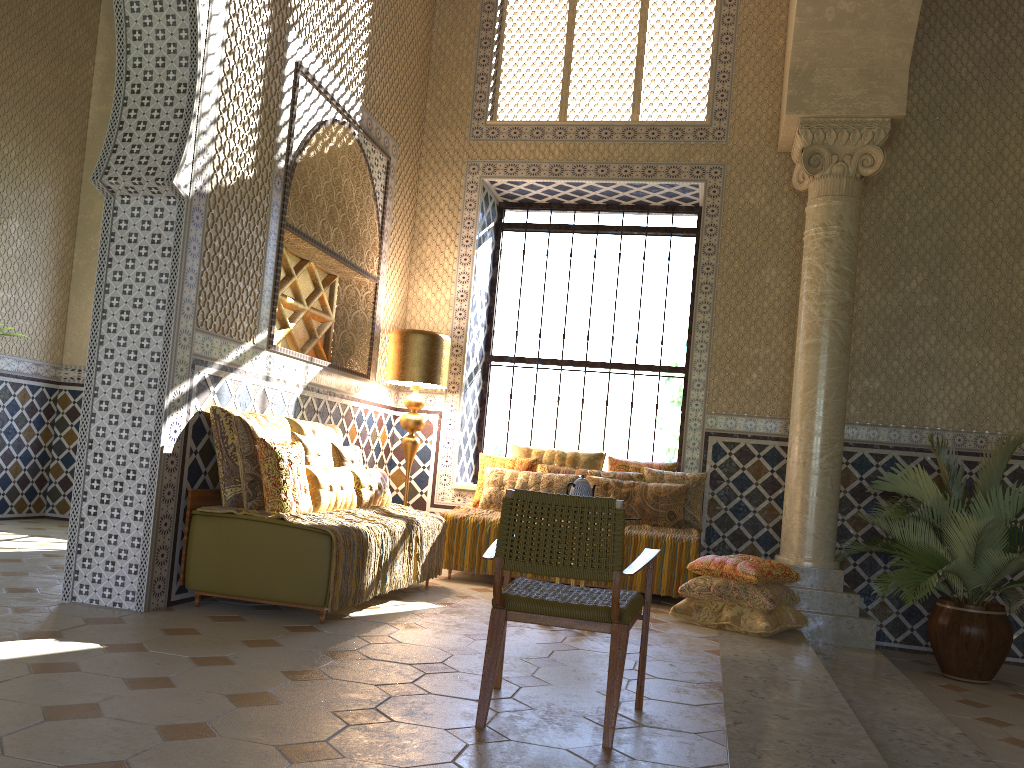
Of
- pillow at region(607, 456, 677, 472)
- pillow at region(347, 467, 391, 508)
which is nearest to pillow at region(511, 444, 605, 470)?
pillow at region(607, 456, 677, 472)

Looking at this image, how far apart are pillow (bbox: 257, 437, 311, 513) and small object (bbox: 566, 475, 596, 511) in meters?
2.2

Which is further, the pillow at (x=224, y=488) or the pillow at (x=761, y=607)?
the pillow at (x=761, y=607)

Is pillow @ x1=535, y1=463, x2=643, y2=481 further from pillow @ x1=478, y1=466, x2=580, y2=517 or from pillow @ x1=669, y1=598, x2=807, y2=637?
pillow @ x1=669, y1=598, x2=807, y2=637

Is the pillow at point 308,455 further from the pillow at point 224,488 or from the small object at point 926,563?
the small object at point 926,563

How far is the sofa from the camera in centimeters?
659cm

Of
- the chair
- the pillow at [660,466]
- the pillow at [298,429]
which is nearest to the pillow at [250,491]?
the pillow at [298,429]

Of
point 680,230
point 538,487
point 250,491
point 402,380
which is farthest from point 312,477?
point 680,230

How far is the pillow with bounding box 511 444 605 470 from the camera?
10.62m

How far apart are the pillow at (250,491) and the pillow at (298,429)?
0.65m
